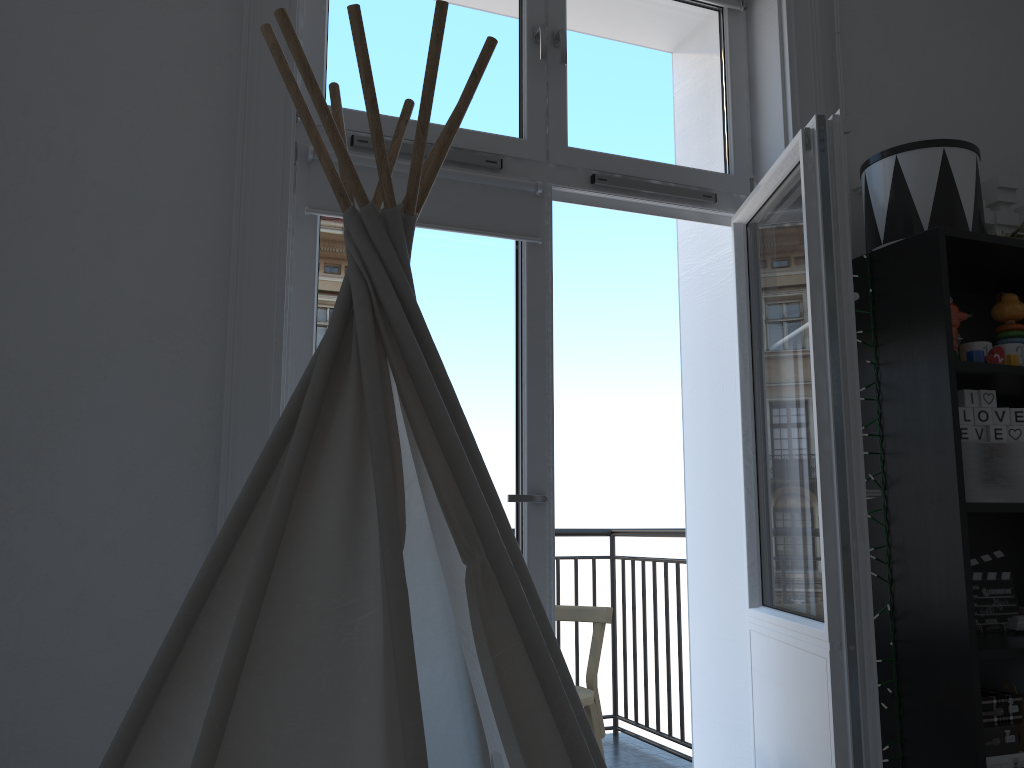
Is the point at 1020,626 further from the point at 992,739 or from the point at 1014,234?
the point at 1014,234

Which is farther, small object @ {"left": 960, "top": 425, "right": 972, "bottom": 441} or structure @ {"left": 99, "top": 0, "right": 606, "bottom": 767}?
small object @ {"left": 960, "top": 425, "right": 972, "bottom": 441}

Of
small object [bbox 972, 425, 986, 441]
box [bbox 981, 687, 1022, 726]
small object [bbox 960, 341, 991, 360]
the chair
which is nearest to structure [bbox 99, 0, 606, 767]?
box [bbox 981, 687, 1022, 726]

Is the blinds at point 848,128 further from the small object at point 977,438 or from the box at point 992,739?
the box at point 992,739

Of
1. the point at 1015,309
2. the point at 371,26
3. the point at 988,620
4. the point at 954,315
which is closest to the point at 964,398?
the point at 954,315

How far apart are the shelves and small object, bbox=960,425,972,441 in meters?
0.1 m

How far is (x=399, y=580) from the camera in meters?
0.9 m

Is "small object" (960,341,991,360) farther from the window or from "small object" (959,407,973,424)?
the window

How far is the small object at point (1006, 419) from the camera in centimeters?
200cm

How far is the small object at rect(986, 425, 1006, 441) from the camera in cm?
199
